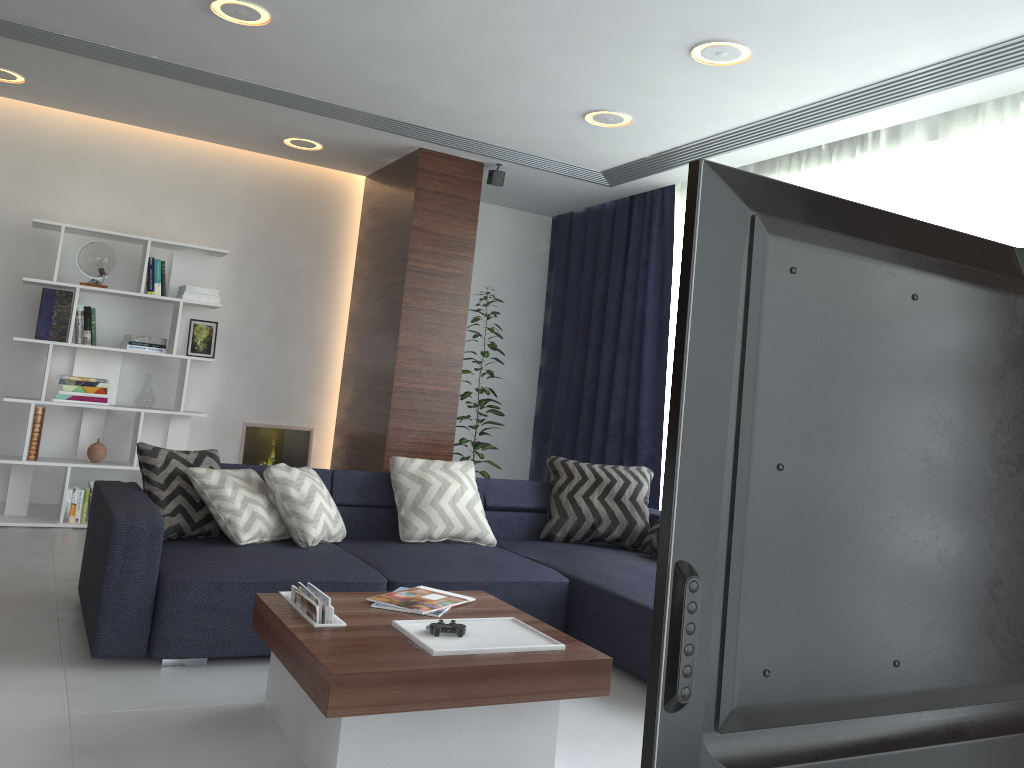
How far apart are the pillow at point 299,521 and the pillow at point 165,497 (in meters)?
0.27

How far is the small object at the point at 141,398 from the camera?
5.6m

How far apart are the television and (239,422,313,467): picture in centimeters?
557cm

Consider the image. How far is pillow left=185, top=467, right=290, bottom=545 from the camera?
3.65m

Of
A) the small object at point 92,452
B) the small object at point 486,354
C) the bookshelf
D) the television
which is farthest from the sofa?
the television

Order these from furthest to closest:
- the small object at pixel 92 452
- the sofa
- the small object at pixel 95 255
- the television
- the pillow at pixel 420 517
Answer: the small object at pixel 92 452
the small object at pixel 95 255
the pillow at pixel 420 517
the sofa
the television

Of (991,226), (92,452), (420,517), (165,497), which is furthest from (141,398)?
(991,226)

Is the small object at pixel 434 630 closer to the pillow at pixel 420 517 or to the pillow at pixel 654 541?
the pillow at pixel 420 517

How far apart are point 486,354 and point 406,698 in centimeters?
410cm

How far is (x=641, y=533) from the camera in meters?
4.7
